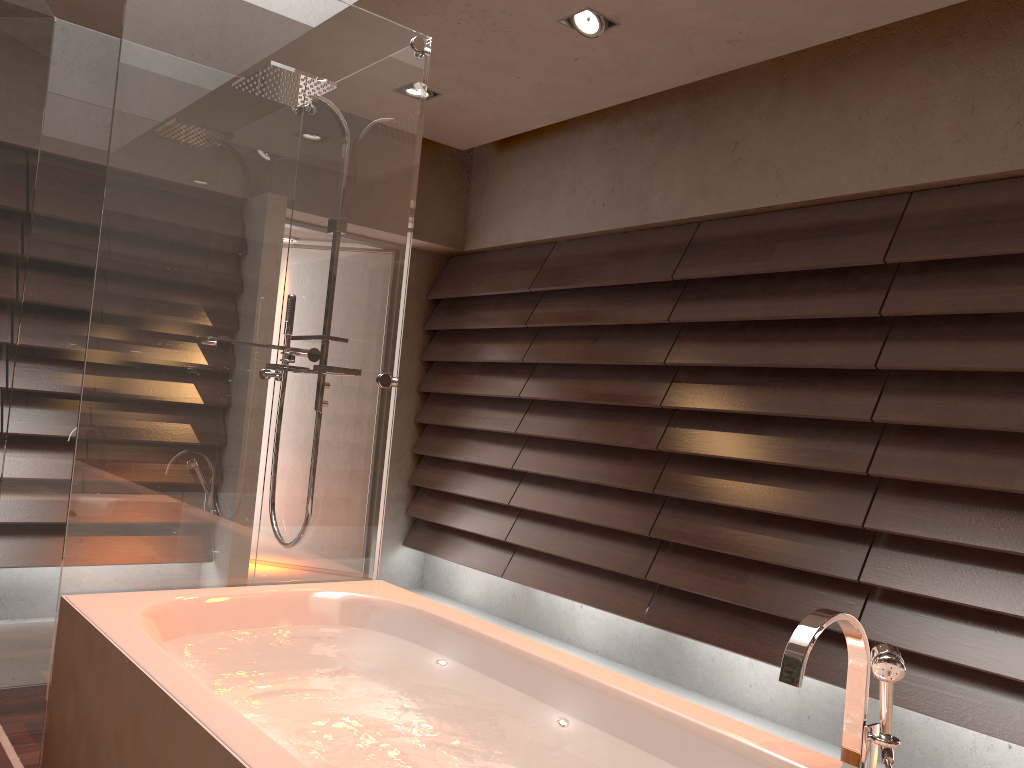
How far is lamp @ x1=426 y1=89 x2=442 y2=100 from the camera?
4.14m

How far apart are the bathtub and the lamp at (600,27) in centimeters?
211cm

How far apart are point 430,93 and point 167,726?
3.27m

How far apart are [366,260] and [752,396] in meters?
1.7 m

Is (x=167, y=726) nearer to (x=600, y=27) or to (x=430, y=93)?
(x=600, y=27)

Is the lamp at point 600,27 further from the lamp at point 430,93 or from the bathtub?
the bathtub

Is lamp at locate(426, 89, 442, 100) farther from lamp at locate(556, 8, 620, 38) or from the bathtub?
the bathtub

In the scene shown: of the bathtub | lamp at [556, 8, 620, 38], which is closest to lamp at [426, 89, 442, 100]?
lamp at [556, 8, 620, 38]

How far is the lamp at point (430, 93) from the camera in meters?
4.1

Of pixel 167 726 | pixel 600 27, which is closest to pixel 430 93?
pixel 600 27
